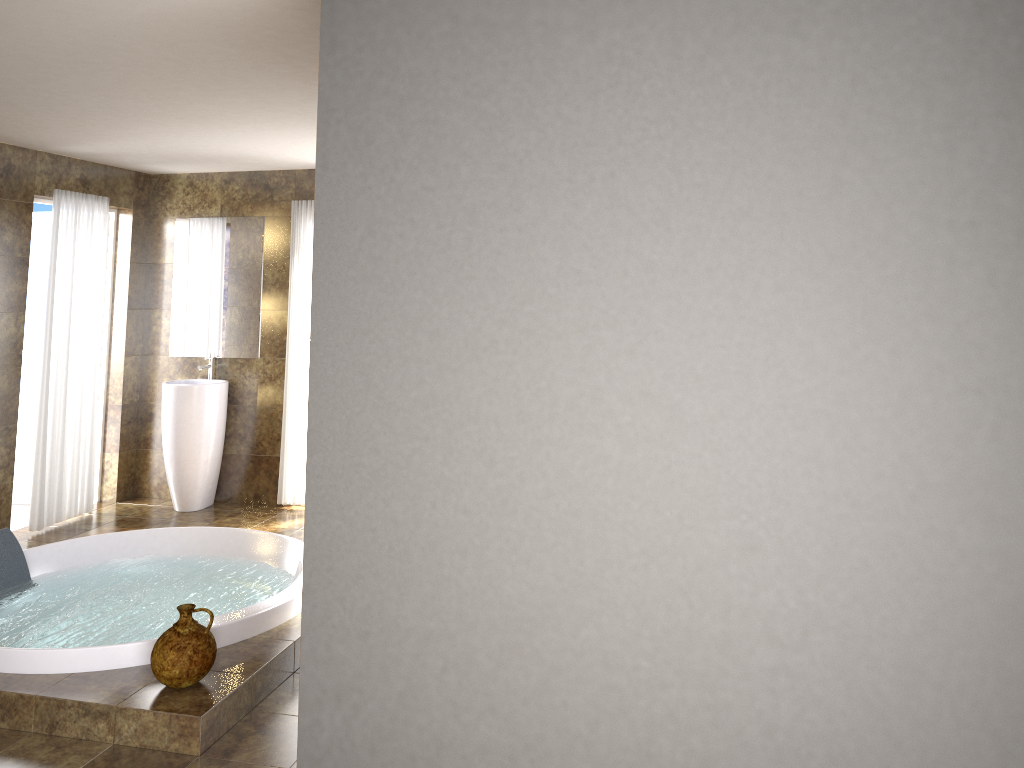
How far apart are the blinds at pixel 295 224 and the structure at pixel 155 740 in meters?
1.4

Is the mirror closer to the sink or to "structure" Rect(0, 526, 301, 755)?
the sink

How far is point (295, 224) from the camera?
6.46m

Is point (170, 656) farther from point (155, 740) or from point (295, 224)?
point (295, 224)

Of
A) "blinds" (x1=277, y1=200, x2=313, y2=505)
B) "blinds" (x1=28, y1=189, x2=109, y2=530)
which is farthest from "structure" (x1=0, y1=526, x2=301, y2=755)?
"blinds" (x1=277, y1=200, x2=313, y2=505)

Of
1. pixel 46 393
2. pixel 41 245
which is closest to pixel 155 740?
pixel 46 393

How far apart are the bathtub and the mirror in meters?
1.8

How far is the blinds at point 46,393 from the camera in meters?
5.9 m

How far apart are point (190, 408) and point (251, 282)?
1.04m

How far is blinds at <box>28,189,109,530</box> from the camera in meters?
5.9
